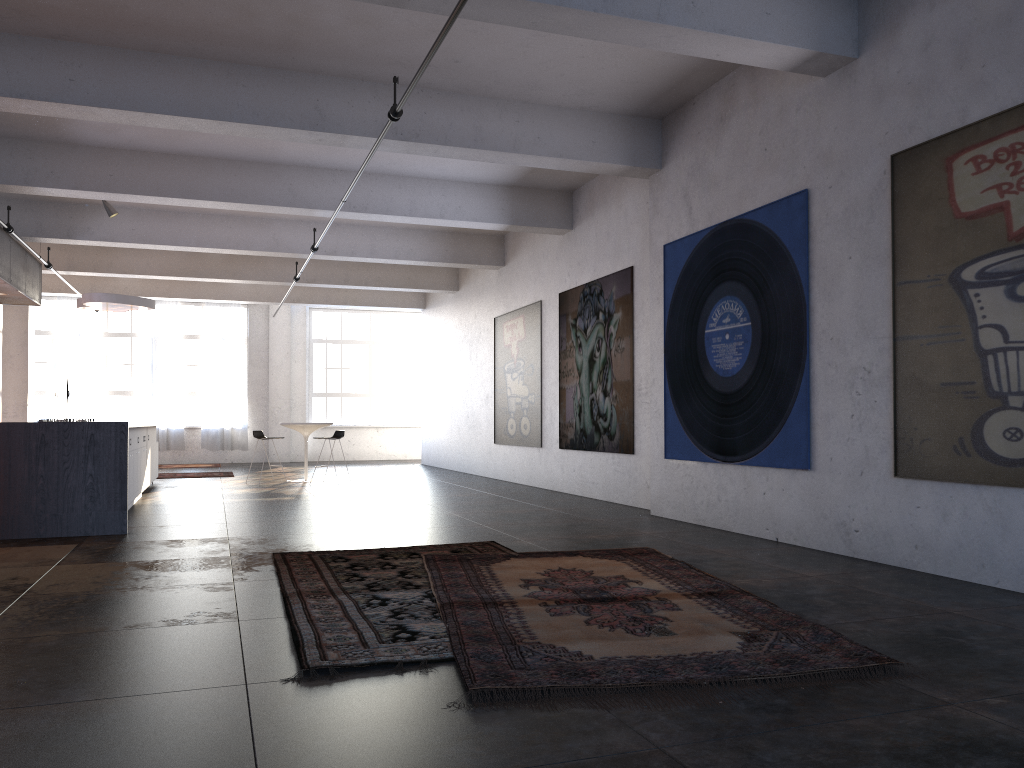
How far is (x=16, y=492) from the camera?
7.4m

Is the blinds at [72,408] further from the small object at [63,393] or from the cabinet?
the cabinet

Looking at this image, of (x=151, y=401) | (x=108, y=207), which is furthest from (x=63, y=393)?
(x=108, y=207)

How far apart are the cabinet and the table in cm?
209

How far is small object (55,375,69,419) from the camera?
17.76m

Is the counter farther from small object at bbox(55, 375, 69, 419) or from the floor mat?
small object at bbox(55, 375, 69, 419)

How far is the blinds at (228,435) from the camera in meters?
20.8 m

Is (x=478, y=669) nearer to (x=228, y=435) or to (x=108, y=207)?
(x=108, y=207)

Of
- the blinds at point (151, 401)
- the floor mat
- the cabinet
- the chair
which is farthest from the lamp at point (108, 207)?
the blinds at point (151, 401)

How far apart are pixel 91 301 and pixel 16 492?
→ 6.0 meters
